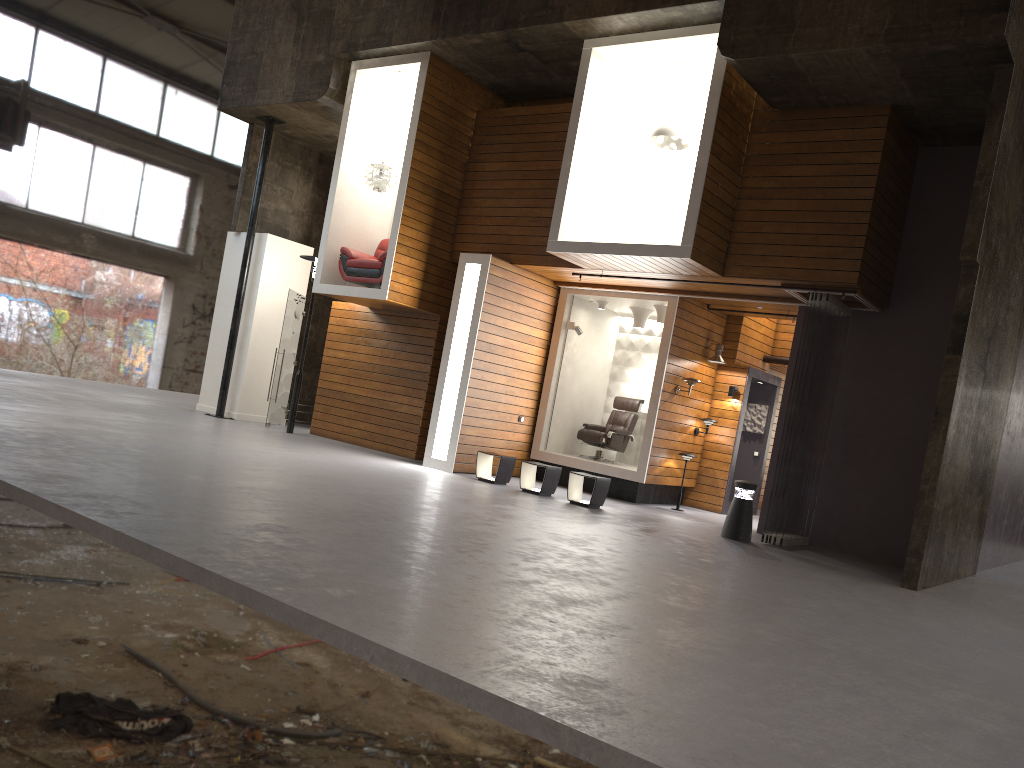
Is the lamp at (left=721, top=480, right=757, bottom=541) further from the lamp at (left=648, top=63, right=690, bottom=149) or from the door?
the door

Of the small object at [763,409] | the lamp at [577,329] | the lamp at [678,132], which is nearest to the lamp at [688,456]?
the small object at [763,409]

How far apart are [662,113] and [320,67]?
5.3m

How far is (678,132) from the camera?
10.97m

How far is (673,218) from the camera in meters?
12.2 m

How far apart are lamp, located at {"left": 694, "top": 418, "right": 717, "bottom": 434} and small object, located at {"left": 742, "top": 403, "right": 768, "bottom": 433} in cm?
165

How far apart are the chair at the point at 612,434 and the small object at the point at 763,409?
2.04m

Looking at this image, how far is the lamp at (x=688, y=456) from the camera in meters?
12.8

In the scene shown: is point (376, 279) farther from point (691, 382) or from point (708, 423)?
point (708, 423)

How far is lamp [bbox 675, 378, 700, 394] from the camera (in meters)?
12.69
